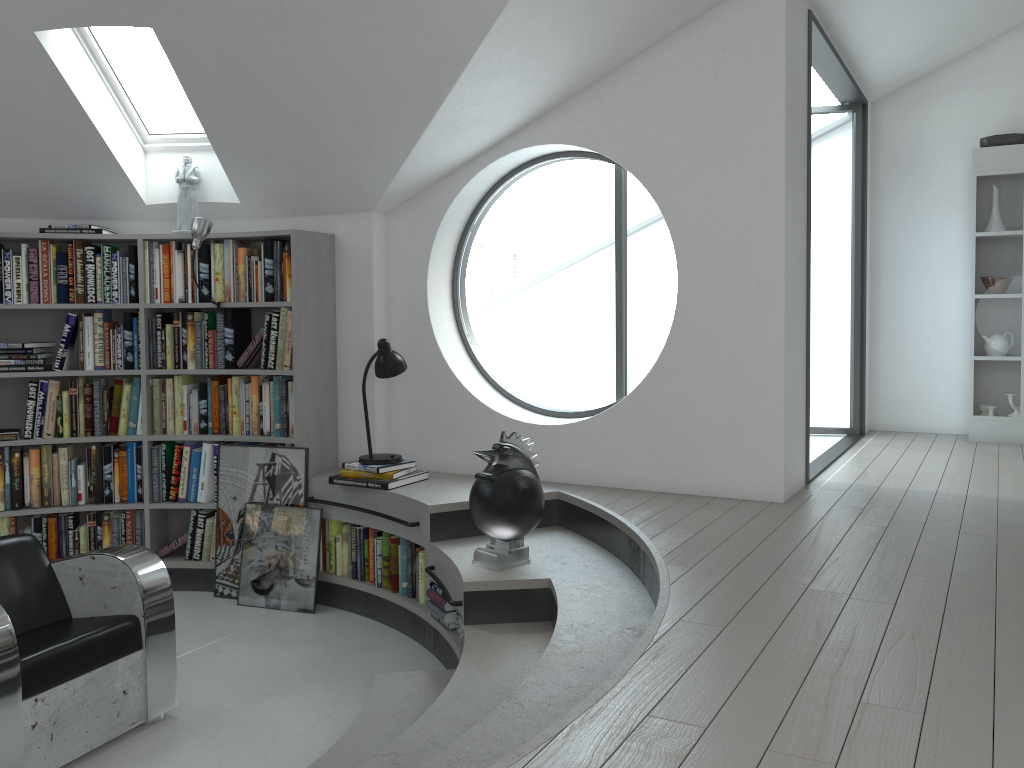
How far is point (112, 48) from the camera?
17.3 meters

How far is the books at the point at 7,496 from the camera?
5.0 meters

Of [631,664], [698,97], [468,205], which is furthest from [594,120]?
[631,664]

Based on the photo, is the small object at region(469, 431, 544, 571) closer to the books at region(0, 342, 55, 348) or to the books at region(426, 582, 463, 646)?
the books at region(426, 582, 463, 646)

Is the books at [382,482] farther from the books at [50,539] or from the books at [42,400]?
the books at [42,400]

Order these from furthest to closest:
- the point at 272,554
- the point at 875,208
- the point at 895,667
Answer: the point at 875,208 → the point at 272,554 → the point at 895,667

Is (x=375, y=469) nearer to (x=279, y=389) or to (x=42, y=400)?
(x=279, y=389)

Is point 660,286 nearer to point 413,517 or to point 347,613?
point 347,613

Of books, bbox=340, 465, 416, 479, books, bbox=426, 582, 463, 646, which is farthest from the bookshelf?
books, bbox=426, 582, 463, 646

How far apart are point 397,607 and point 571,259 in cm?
2100
